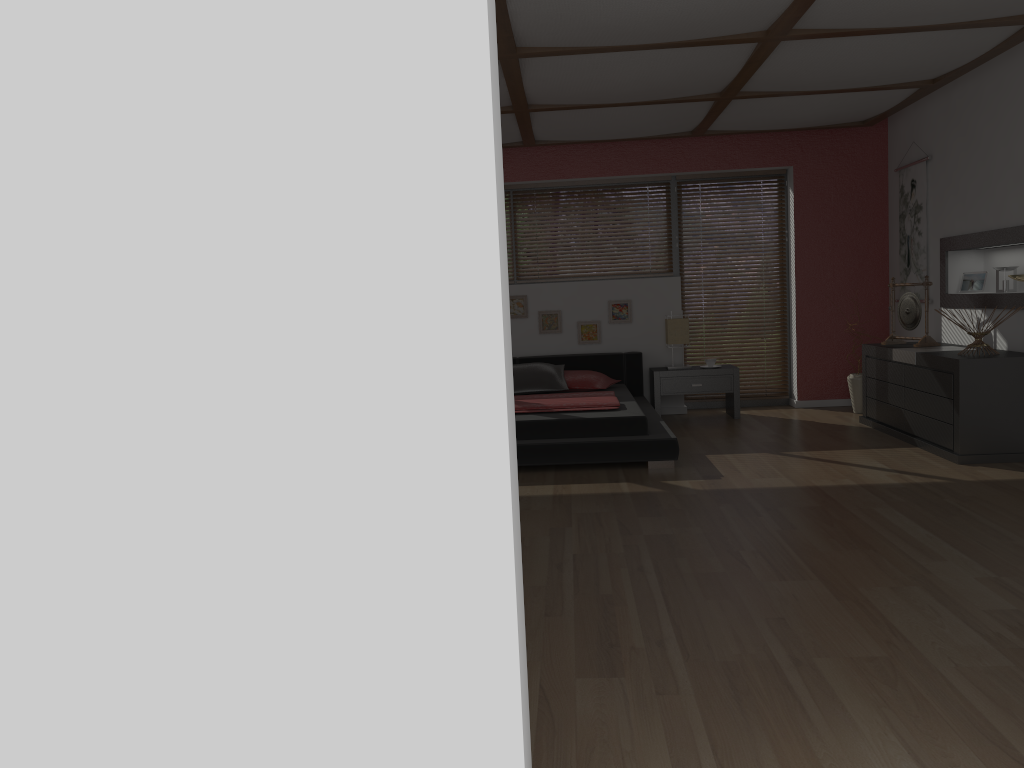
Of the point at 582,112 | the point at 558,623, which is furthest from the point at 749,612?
the point at 582,112

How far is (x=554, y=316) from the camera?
7.8 meters

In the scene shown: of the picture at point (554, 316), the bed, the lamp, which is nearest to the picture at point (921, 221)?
the lamp

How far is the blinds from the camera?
8.0m

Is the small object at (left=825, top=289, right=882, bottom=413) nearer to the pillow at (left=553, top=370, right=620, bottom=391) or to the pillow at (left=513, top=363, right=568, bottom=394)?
the pillow at (left=553, top=370, right=620, bottom=391)

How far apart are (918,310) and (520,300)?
3.2 meters

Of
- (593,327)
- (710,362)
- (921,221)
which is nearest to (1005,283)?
(921,221)

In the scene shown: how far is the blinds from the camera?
7.98m

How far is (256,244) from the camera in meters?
1.5 m

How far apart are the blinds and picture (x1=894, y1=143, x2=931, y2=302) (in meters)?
1.05
